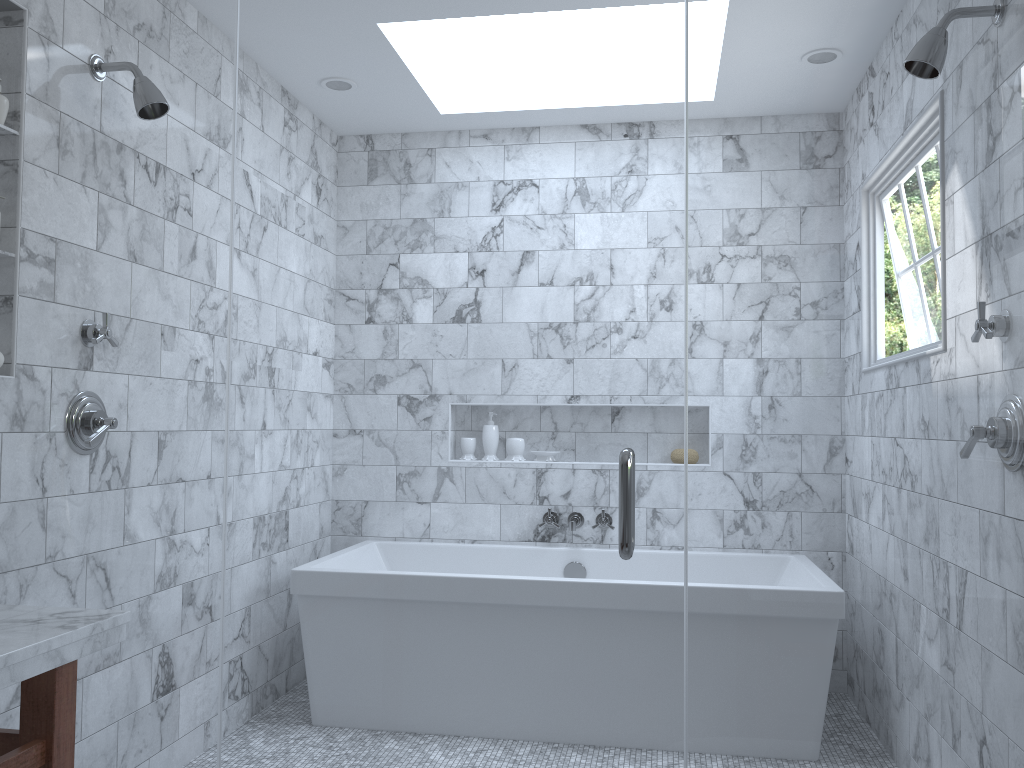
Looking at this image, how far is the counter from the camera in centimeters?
130cm

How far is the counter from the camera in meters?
1.3
